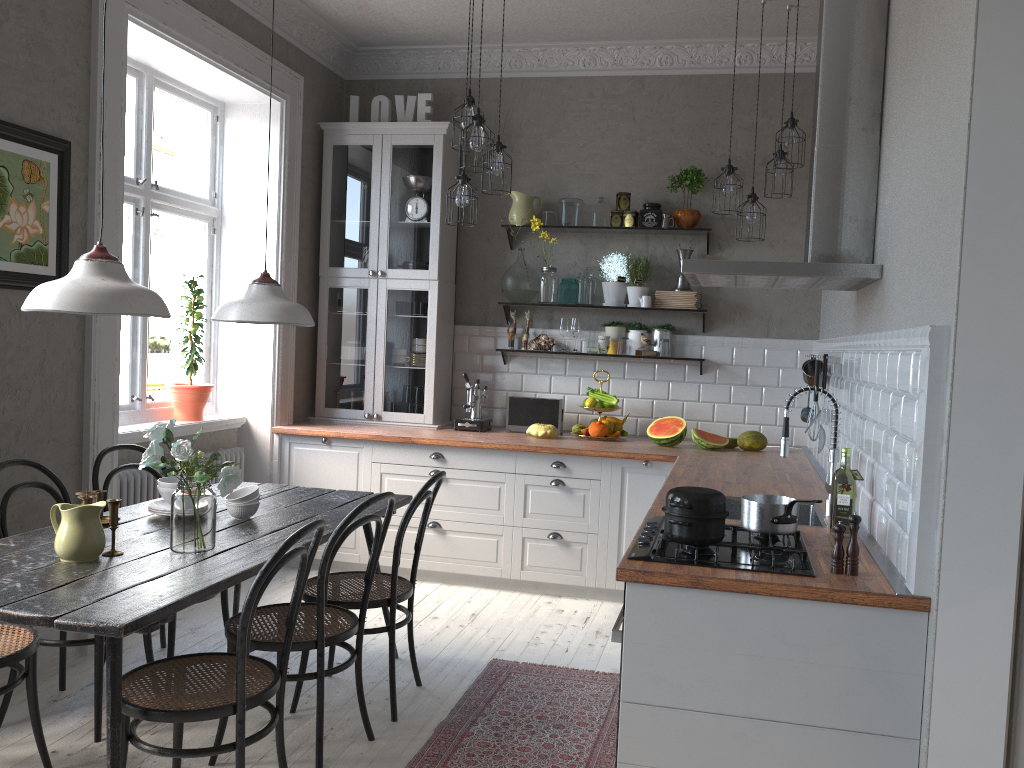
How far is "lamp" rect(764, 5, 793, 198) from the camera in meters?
4.7 m

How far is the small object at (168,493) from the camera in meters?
3.3

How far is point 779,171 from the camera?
4.7m

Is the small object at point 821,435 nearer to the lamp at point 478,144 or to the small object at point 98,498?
the lamp at point 478,144

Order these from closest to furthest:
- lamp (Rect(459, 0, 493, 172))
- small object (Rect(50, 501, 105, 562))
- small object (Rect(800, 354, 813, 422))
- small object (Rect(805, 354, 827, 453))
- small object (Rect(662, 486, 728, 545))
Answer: small object (Rect(662, 486, 728, 545))
small object (Rect(50, 501, 105, 562))
small object (Rect(805, 354, 827, 453))
lamp (Rect(459, 0, 493, 172))
small object (Rect(800, 354, 813, 422))

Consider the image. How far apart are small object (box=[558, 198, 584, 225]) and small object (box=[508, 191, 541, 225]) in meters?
0.2 m

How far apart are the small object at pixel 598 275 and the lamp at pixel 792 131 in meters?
1.5

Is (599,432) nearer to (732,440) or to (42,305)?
(732,440)

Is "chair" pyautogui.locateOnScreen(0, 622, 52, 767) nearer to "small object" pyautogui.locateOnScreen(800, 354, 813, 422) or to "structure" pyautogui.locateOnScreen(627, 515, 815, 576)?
"structure" pyautogui.locateOnScreen(627, 515, 815, 576)

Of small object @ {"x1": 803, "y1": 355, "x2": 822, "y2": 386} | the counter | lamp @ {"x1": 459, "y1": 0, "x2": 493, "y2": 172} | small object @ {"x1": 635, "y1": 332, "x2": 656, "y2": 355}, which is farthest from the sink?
small object @ {"x1": 635, "y1": 332, "x2": 656, "y2": 355}
